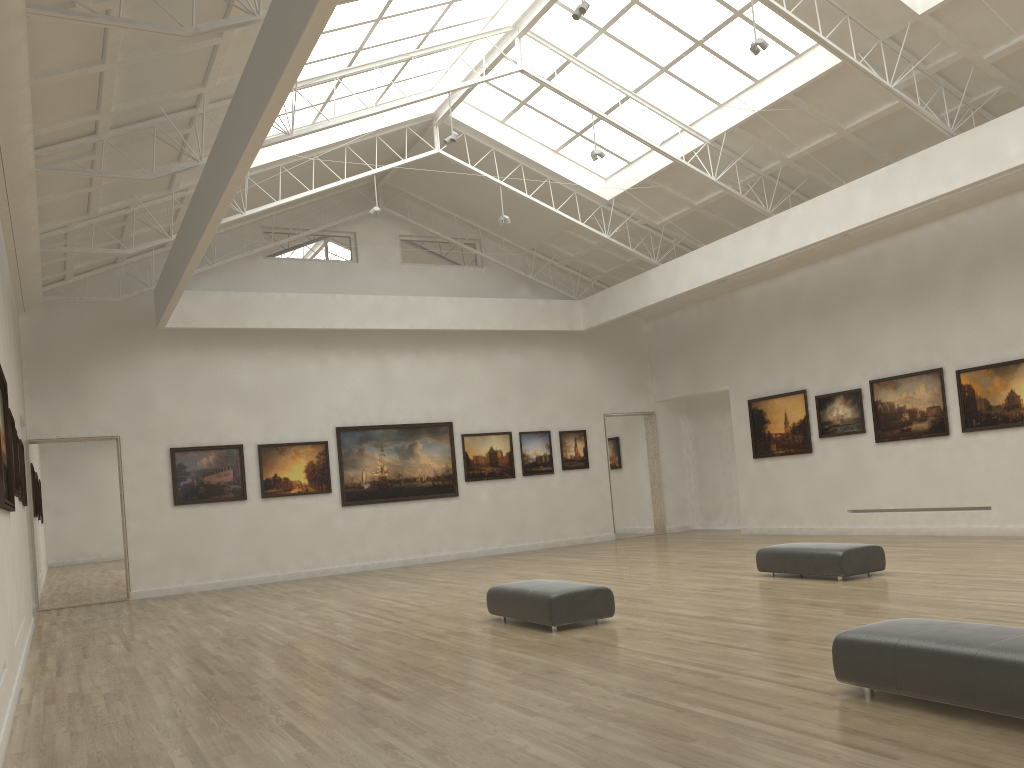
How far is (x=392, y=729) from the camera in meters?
9.8 m
